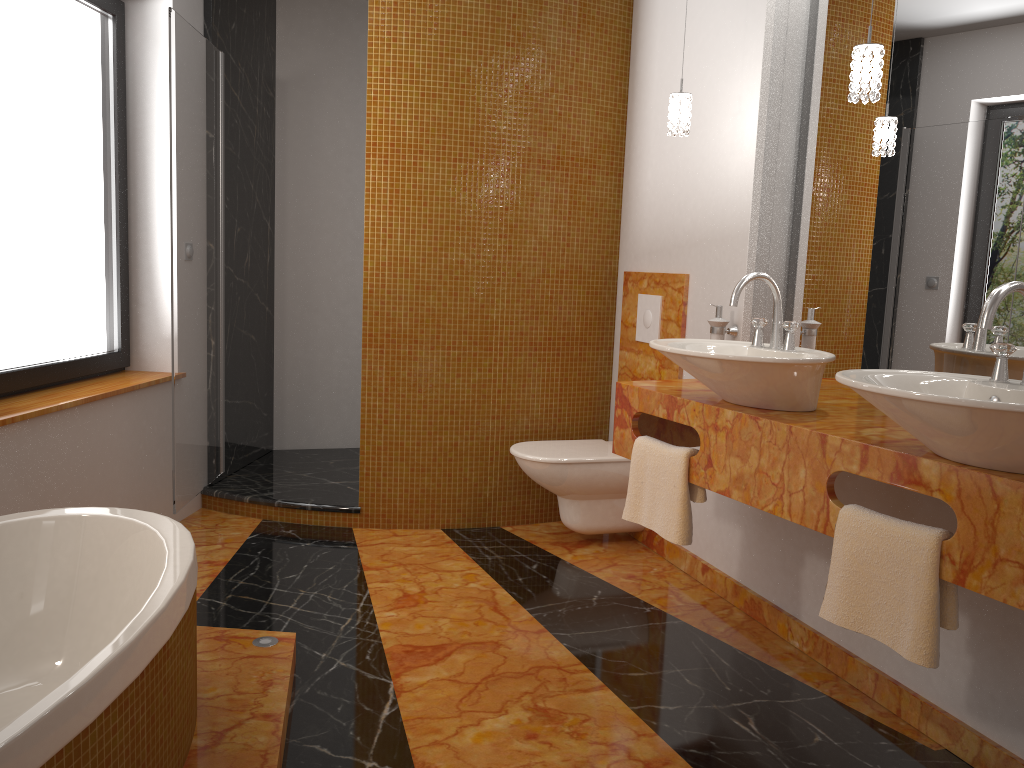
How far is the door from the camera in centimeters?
328cm

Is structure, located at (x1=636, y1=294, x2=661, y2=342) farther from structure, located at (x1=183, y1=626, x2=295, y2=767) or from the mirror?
structure, located at (x1=183, y1=626, x2=295, y2=767)

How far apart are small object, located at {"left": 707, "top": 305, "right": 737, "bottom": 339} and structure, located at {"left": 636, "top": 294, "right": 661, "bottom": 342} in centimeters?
53cm

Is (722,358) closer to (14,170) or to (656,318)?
(656,318)

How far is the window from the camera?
2.9 meters

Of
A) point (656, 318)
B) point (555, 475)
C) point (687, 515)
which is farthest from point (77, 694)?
point (656, 318)

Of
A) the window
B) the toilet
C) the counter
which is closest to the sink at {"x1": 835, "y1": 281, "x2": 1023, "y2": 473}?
the counter

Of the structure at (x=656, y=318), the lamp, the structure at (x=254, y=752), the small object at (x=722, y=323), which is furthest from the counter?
the structure at (x=254, y=752)

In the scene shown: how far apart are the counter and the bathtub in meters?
1.3 m

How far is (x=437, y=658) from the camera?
2.59m
